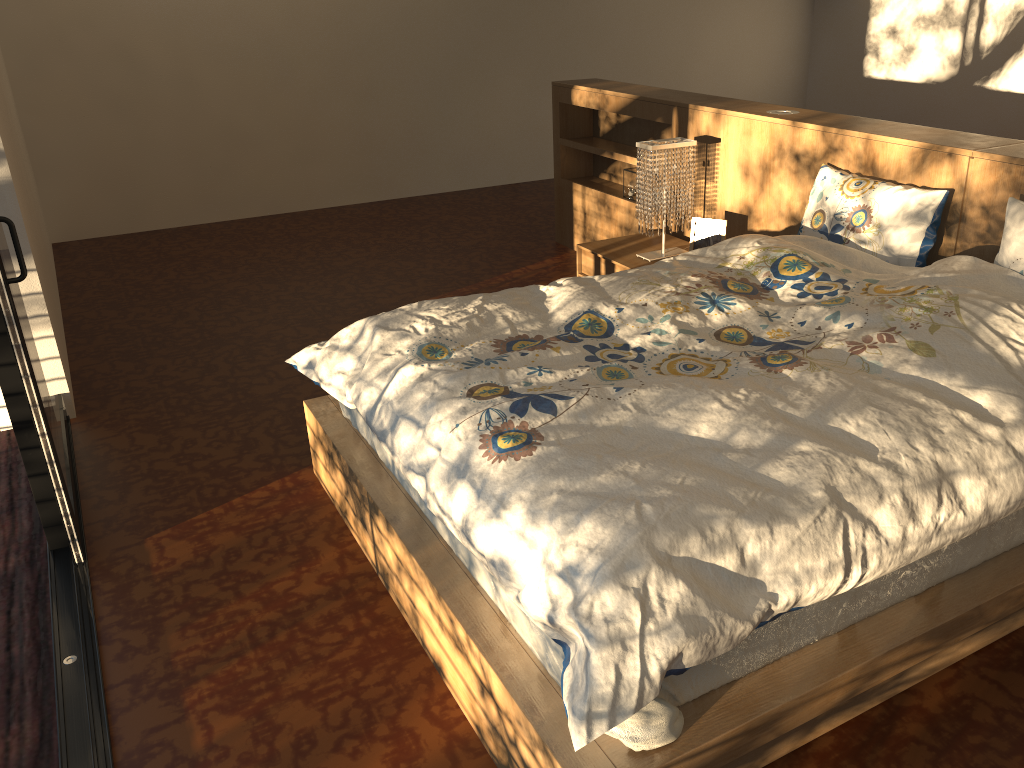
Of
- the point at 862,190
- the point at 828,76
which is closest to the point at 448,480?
the point at 862,190

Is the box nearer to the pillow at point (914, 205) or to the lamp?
the lamp

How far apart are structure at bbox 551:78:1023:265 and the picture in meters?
0.2 m

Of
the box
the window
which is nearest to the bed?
the window

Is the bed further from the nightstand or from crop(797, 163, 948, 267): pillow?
the nightstand

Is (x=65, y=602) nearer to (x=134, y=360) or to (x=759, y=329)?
(x=134, y=360)

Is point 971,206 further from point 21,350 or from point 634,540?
point 21,350

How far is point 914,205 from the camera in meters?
2.9

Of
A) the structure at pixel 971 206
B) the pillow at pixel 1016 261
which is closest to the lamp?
the structure at pixel 971 206

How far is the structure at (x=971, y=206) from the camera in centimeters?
289cm
